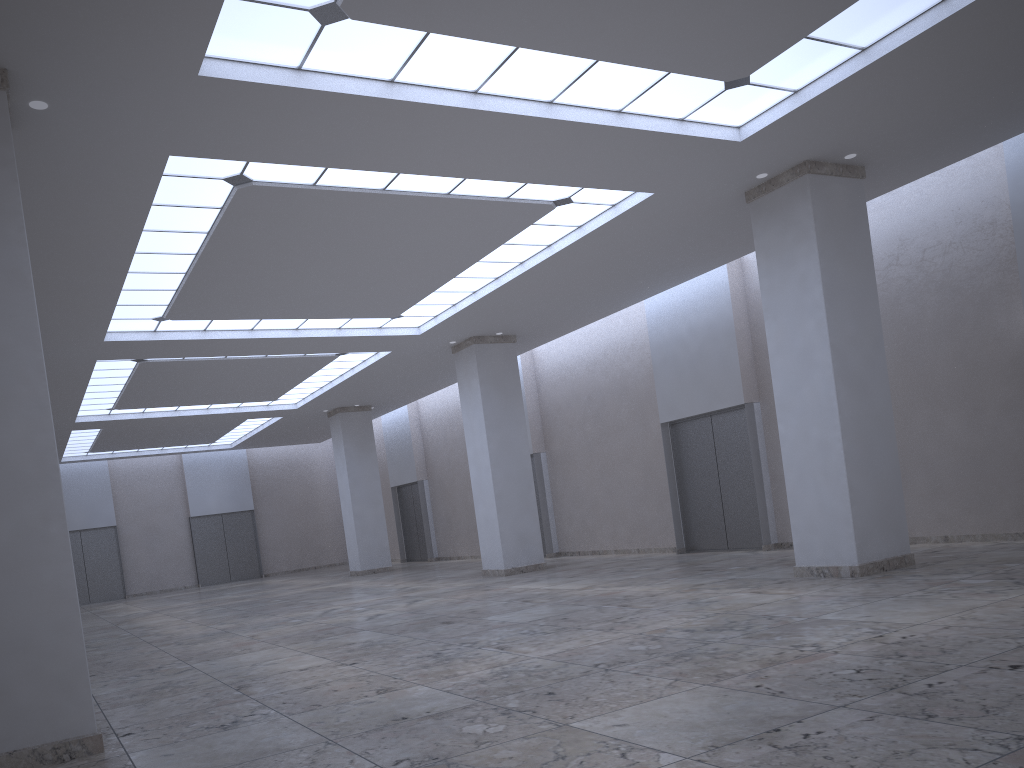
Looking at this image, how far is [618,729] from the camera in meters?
16.8 m

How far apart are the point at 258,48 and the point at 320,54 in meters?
1.7

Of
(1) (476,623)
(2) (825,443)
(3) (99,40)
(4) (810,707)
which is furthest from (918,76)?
(1) (476,623)
